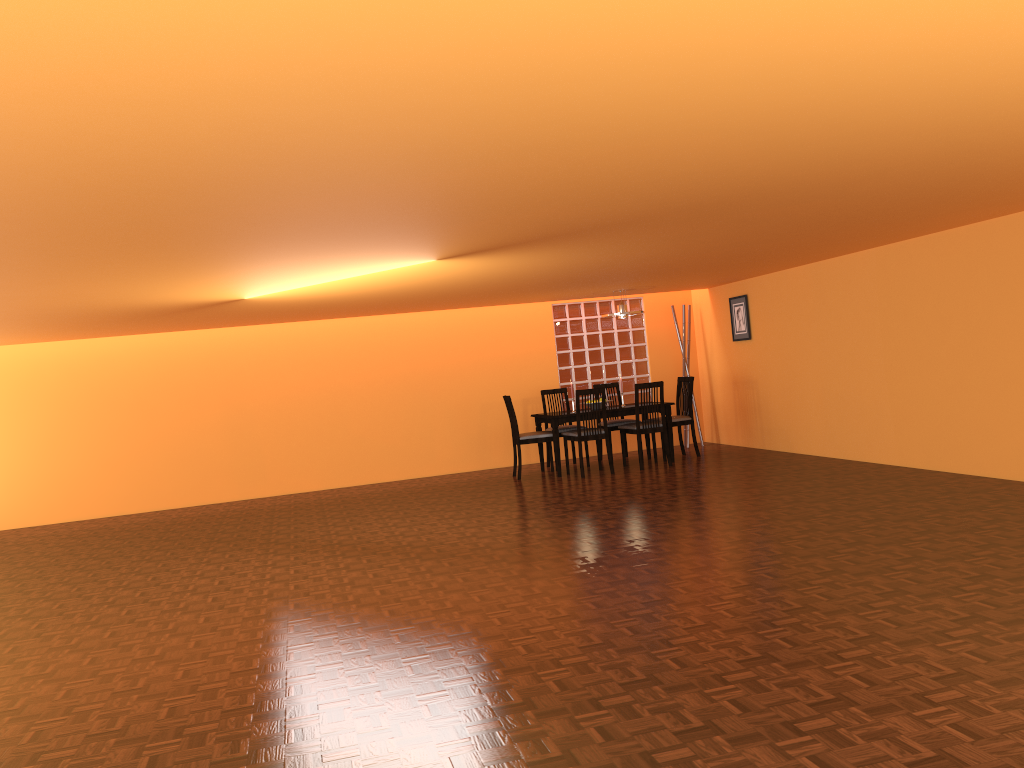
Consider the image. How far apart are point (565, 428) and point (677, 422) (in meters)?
1.11

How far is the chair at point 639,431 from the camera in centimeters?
824cm

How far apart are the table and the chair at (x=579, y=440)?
0.1 meters

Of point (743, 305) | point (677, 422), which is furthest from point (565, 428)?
point (743, 305)

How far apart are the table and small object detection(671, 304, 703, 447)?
1.4 meters

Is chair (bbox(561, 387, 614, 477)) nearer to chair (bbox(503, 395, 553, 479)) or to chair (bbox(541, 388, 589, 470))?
chair (bbox(503, 395, 553, 479))

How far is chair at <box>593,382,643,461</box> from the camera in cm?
892

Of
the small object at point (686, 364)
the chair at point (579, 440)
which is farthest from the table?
the small object at point (686, 364)

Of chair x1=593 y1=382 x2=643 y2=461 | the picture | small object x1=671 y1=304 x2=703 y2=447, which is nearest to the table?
chair x1=593 y1=382 x2=643 y2=461

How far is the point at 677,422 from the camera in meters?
8.7 m
